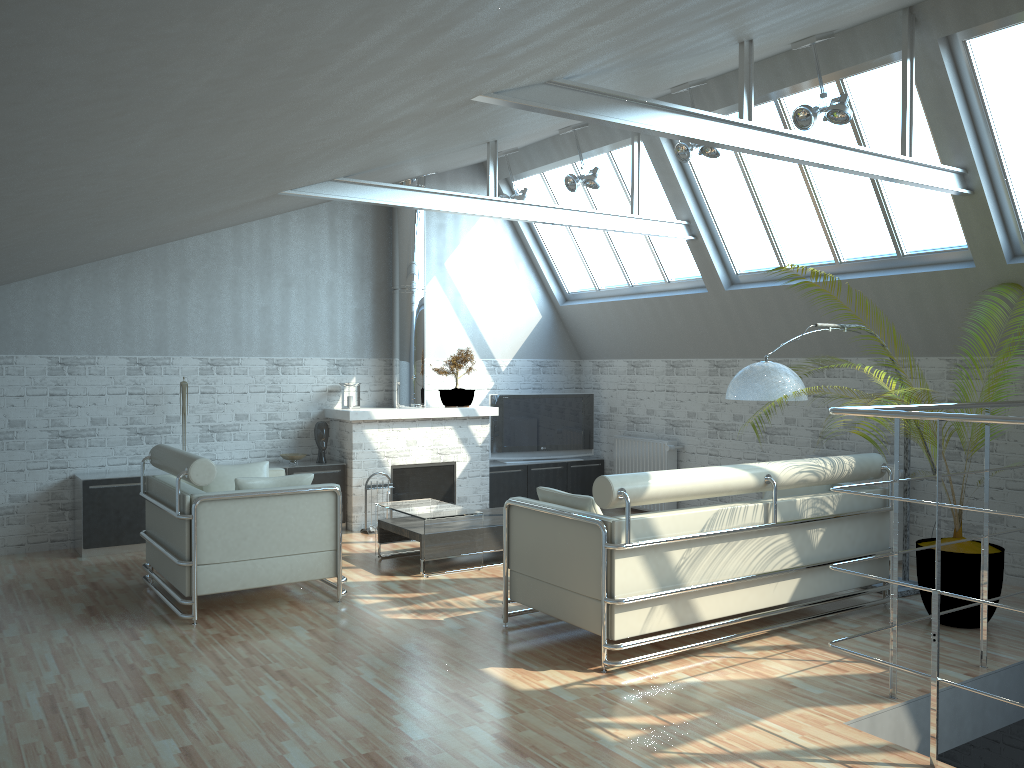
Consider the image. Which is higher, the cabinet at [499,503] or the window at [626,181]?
the window at [626,181]

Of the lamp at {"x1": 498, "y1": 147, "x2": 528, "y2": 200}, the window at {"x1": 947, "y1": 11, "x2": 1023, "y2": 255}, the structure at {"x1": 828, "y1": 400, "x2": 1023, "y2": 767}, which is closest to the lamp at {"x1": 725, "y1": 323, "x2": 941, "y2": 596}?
the structure at {"x1": 828, "y1": 400, "x2": 1023, "y2": 767}

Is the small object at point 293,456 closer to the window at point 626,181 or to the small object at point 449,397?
the small object at point 449,397

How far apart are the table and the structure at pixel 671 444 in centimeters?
566cm

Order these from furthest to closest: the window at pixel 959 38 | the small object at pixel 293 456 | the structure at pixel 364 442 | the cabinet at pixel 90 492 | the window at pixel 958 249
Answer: the structure at pixel 364 442, the small object at pixel 293 456, the cabinet at pixel 90 492, the window at pixel 958 249, the window at pixel 959 38

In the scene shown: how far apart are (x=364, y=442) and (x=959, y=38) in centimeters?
1156cm

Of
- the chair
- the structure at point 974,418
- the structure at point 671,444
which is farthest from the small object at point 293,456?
the structure at point 974,418

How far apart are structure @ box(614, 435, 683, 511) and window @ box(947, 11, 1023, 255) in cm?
764

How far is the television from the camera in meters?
19.4

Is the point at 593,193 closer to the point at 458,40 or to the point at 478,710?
the point at 478,710
